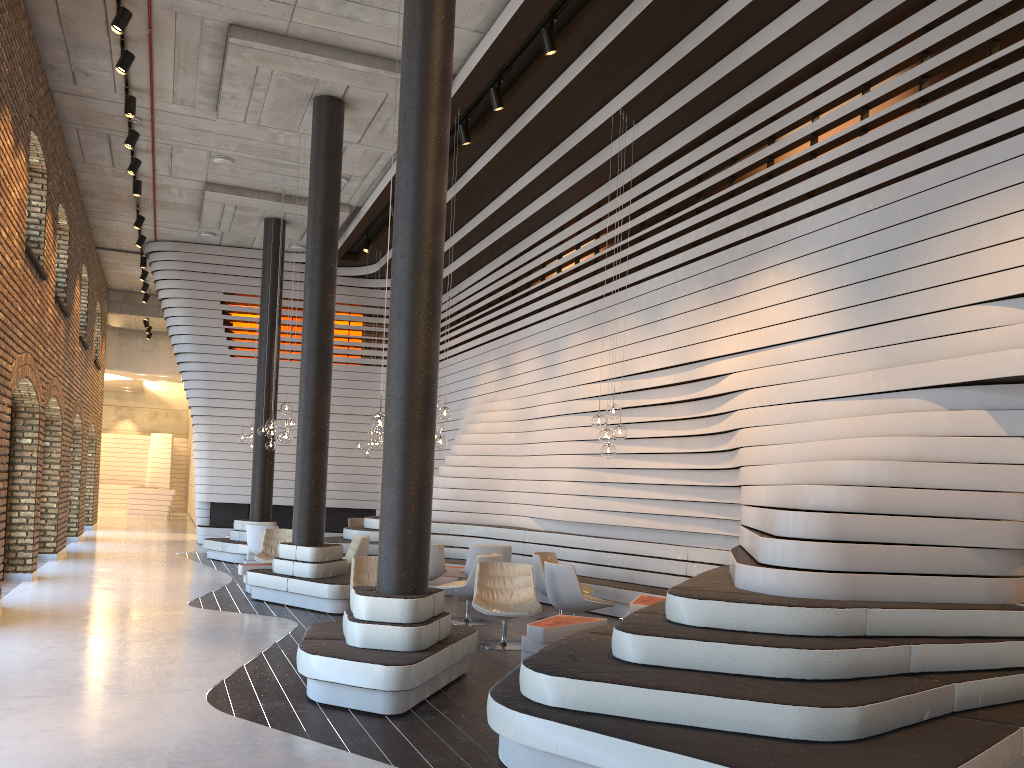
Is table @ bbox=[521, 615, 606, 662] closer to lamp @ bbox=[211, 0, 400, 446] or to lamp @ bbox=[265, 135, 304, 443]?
lamp @ bbox=[211, 0, 400, 446]

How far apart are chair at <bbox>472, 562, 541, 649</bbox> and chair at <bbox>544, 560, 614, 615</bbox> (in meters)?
0.34

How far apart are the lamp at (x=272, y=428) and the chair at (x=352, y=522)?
5.6m

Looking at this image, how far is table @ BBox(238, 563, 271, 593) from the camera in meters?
10.9

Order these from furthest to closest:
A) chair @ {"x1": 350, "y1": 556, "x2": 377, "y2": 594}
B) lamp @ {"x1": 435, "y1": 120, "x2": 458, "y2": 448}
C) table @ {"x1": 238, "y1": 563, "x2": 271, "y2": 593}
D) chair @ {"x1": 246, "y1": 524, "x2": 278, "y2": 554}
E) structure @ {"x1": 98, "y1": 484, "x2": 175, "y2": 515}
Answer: structure @ {"x1": 98, "y1": 484, "x2": 175, "y2": 515}
chair @ {"x1": 246, "y1": 524, "x2": 278, "y2": 554}
table @ {"x1": 238, "y1": 563, "x2": 271, "y2": 593}
lamp @ {"x1": 435, "y1": 120, "x2": 458, "y2": 448}
chair @ {"x1": 350, "y1": 556, "x2": 377, "y2": 594}

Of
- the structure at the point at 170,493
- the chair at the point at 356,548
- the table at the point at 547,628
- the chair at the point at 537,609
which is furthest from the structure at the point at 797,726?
the structure at the point at 170,493

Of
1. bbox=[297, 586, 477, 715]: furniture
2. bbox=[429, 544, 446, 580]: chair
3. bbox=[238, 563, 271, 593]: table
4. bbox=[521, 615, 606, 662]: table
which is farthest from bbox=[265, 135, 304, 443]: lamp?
bbox=[521, 615, 606, 662]: table

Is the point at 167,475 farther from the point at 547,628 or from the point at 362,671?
the point at 362,671

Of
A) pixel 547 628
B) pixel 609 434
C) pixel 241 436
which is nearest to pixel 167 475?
pixel 241 436

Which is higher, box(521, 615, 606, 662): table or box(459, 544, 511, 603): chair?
box(459, 544, 511, 603): chair
